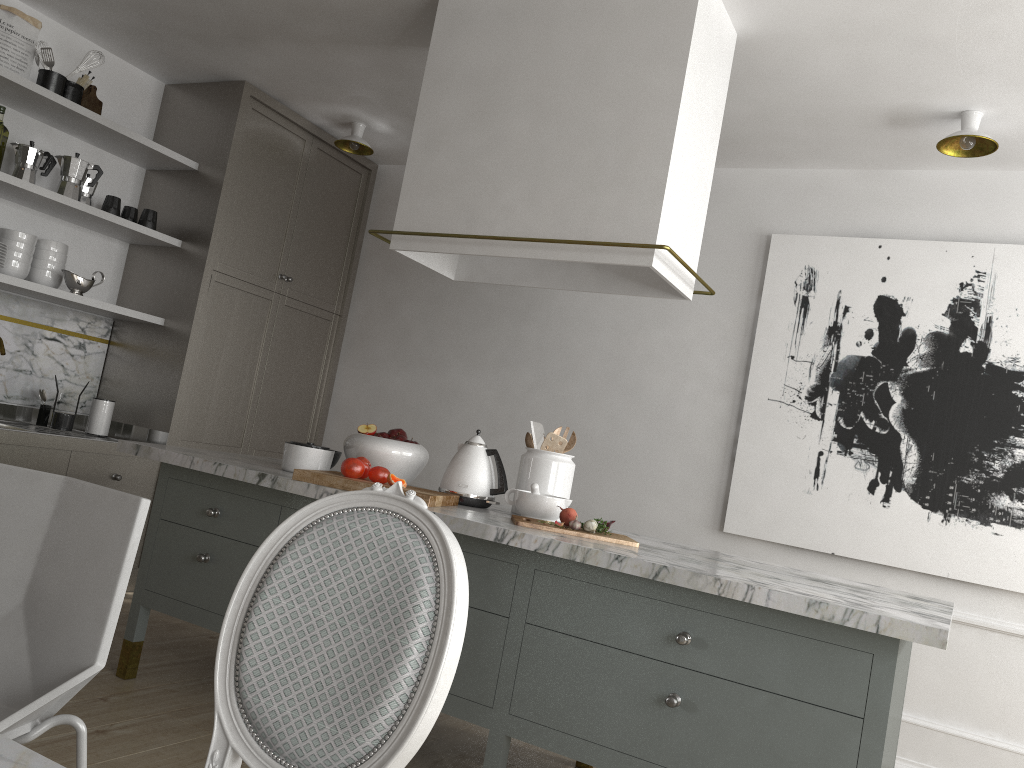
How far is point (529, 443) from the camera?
2.76m

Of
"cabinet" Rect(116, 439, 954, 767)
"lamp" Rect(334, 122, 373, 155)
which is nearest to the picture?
"cabinet" Rect(116, 439, 954, 767)

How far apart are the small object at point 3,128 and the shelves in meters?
0.1 m

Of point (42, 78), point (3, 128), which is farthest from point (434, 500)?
point (42, 78)

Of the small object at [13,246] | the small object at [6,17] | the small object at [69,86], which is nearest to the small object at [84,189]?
the small object at [13,246]

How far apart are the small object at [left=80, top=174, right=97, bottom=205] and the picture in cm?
296

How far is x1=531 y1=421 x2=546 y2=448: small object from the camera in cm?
283

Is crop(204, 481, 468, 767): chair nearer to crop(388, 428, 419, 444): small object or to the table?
the table

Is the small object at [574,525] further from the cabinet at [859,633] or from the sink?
the sink

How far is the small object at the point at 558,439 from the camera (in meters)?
2.72
